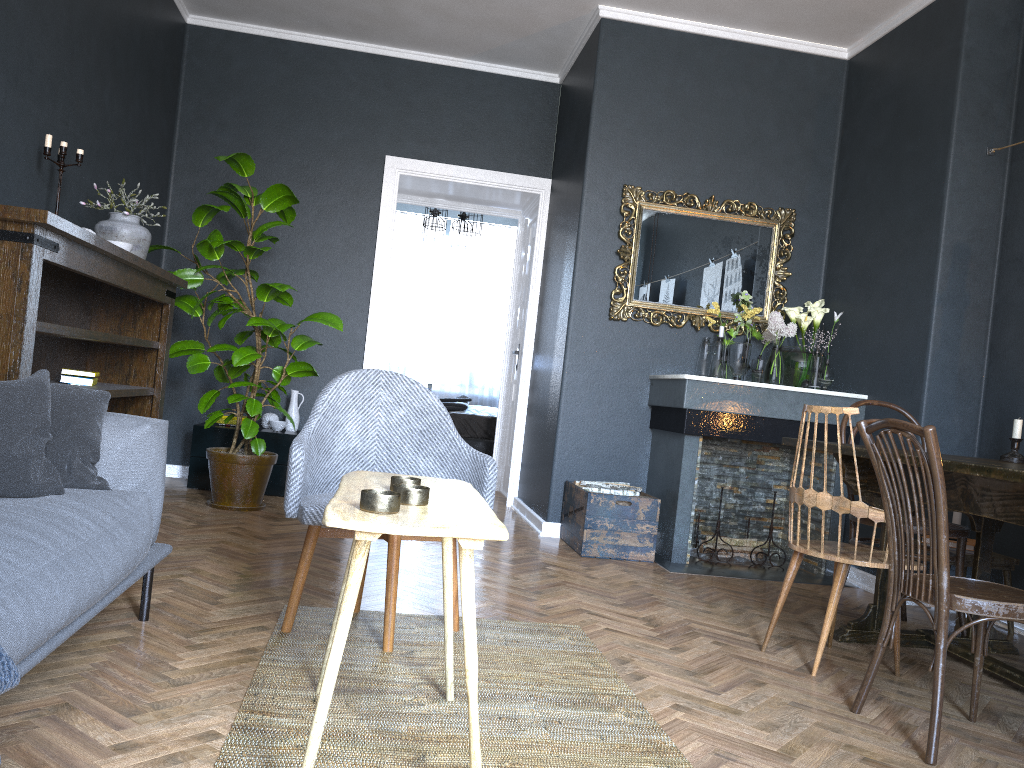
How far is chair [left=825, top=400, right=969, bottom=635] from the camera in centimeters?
331cm

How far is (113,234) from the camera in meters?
4.0

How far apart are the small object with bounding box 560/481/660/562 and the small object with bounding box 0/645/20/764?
3.4m

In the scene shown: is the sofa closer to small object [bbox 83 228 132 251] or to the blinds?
small object [bbox 83 228 132 251]

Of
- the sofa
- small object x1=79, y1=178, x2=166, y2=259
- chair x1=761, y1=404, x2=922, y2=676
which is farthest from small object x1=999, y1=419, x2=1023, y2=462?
small object x1=79, y1=178, x2=166, y2=259

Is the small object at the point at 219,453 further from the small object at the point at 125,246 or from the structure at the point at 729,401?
the structure at the point at 729,401

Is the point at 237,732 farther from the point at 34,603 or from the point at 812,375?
the point at 812,375

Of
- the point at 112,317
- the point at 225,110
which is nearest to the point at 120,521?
the point at 112,317

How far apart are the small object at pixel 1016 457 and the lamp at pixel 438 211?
6.0 meters

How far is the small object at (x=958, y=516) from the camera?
3.9 meters
